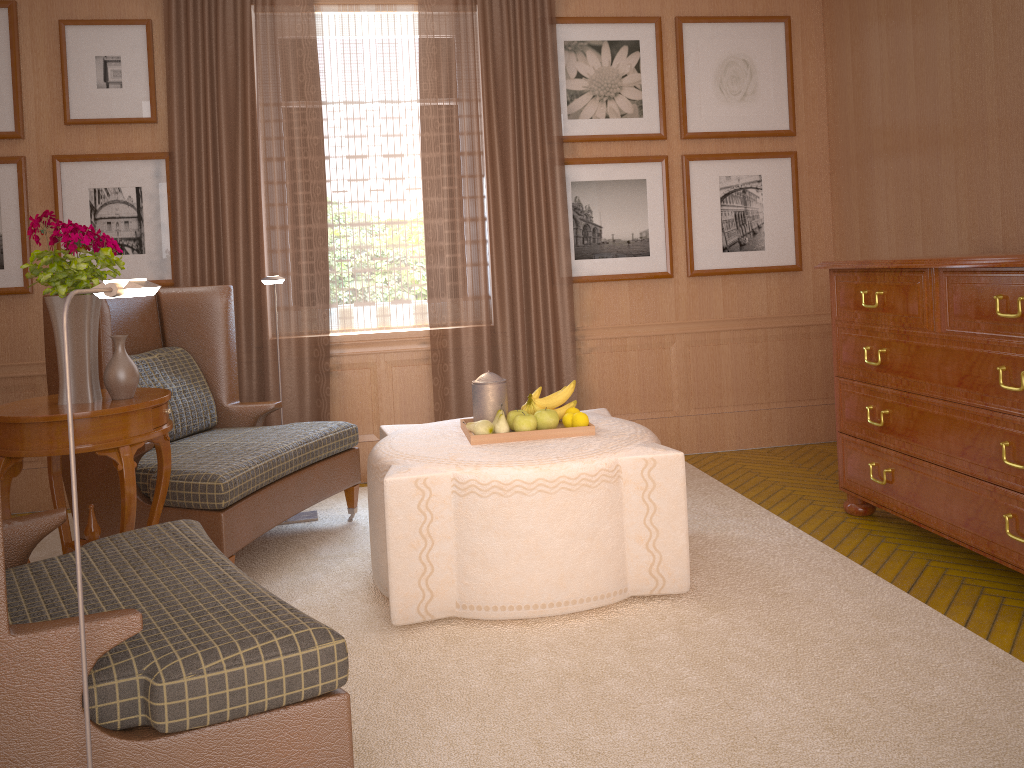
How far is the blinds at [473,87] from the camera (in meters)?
8.25

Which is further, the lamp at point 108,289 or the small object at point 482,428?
the small object at point 482,428

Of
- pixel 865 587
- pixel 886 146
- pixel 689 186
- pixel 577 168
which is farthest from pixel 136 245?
pixel 886 146

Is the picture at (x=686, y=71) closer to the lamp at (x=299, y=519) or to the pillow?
the lamp at (x=299, y=519)

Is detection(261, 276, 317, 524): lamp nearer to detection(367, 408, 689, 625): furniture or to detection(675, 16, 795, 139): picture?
detection(367, 408, 689, 625): furniture

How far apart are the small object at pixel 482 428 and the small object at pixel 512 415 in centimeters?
23cm

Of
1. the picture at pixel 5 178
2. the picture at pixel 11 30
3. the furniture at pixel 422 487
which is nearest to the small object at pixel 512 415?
the furniture at pixel 422 487

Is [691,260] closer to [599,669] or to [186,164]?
[186,164]

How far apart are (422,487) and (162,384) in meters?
2.7 m

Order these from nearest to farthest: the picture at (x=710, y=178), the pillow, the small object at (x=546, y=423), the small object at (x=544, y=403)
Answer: the small object at (x=546, y=423), the small object at (x=544, y=403), the pillow, the picture at (x=710, y=178)
